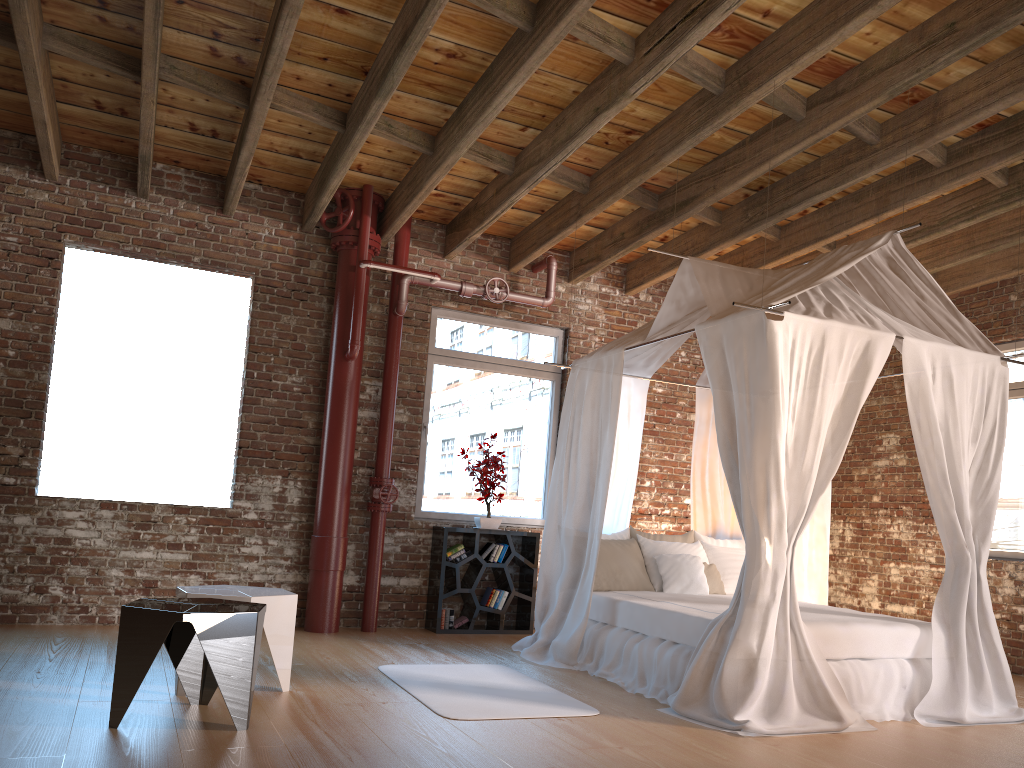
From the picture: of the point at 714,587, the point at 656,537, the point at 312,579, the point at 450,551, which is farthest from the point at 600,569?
the point at 312,579

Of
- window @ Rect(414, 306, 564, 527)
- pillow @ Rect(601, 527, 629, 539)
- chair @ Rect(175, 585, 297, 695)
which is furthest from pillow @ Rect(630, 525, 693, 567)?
chair @ Rect(175, 585, 297, 695)

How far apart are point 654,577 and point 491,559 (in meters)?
1.49

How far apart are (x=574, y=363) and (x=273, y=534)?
2.7m

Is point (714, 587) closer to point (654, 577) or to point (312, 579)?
point (654, 577)

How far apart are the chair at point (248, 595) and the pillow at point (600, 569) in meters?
2.3

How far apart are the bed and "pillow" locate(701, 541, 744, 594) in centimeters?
21cm

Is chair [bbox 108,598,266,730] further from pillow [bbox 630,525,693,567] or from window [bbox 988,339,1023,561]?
window [bbox 988,339,1023,561]

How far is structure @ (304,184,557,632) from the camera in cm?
662

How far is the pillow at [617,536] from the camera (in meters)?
6.46
